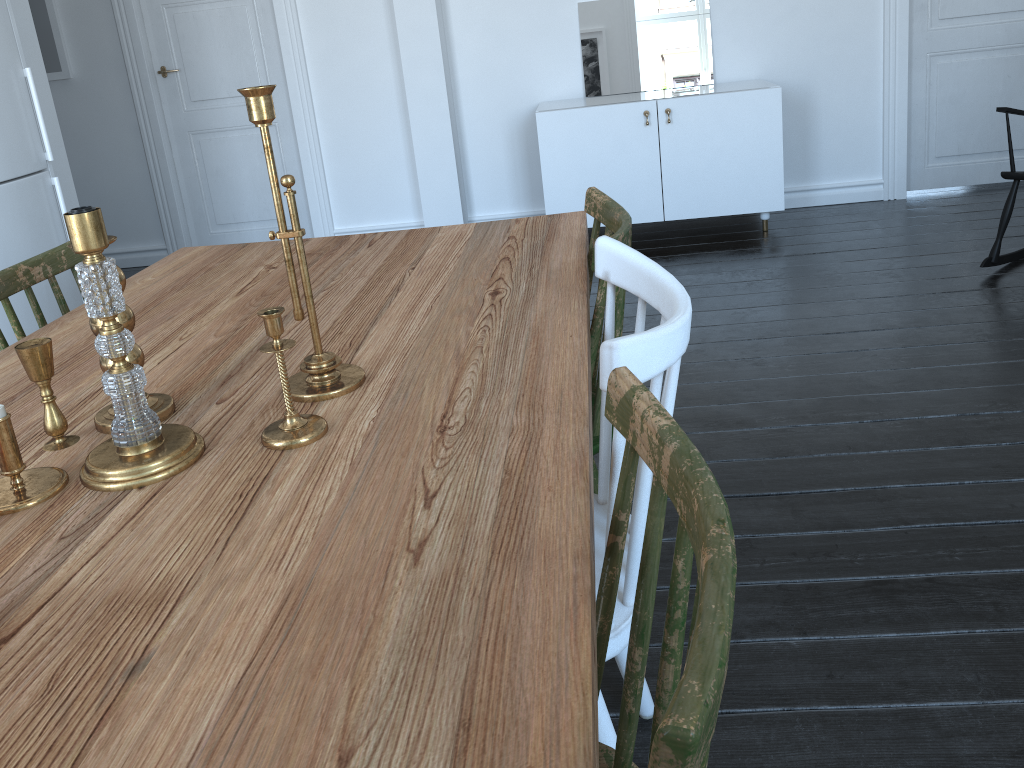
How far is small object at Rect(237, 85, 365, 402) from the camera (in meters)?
1.07

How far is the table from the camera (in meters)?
0.64

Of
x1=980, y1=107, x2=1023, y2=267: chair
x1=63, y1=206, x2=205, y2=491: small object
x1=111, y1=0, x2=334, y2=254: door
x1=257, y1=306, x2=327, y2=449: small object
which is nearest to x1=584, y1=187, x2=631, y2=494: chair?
x1=257, y1=306, x2=327, y2=449: small object

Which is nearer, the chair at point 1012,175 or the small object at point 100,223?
the small object at point 100,223

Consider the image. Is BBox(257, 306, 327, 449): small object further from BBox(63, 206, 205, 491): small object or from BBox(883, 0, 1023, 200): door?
BBox(883, 0, 1023, 200): door

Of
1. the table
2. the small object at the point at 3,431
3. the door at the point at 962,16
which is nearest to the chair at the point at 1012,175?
the door at the point at 962,16

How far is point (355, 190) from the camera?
5.1 meters

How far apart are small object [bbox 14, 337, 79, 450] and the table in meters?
0.0

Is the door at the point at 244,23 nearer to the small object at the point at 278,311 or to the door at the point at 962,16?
the door at the point at 962,16

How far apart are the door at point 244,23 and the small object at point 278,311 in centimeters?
418cm
